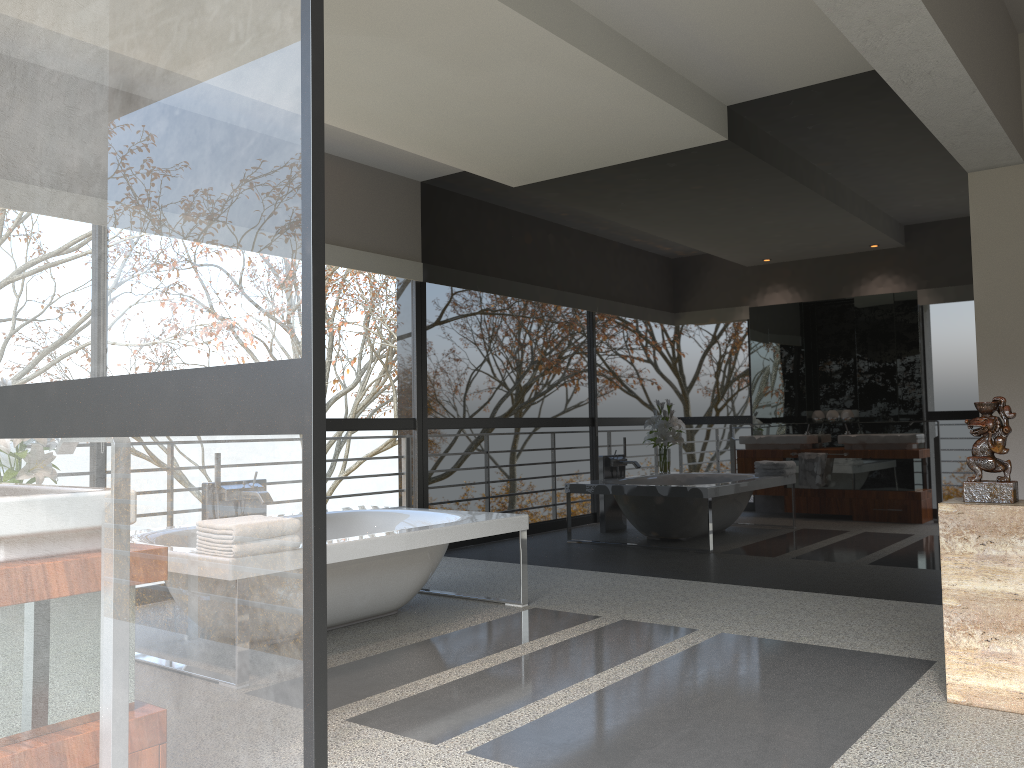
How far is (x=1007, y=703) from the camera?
3.01m

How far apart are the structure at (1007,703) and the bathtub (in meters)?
2.27

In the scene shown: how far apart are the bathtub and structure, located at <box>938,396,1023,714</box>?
2.3m

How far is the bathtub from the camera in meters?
4.1

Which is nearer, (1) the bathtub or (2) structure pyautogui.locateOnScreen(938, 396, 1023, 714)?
(2) structure pyautogui.locateOnScreen(938, 396, 1023, 714)

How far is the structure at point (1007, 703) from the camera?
3.0 meters

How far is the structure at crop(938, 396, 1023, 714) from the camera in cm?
301

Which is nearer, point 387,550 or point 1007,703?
point 1007,703

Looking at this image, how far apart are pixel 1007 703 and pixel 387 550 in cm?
253
